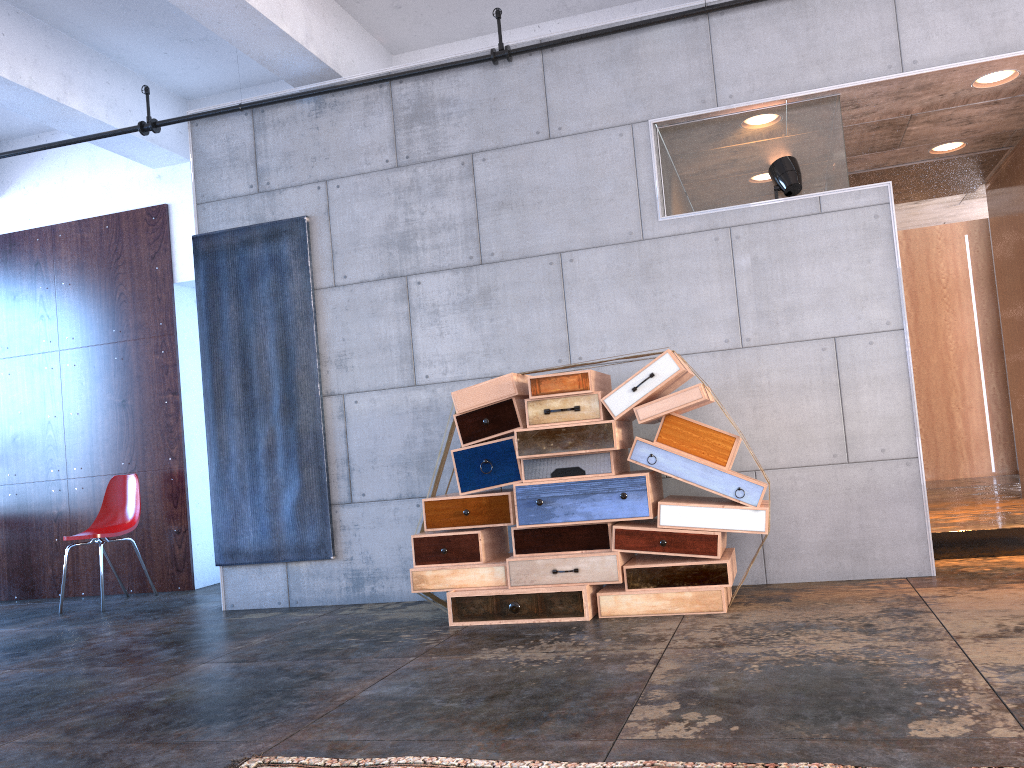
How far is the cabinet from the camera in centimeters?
640cm

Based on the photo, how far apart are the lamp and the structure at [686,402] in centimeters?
124cm

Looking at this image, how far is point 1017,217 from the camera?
6.4m

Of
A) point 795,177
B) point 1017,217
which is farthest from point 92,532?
point 1017,217

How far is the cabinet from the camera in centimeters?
640cm

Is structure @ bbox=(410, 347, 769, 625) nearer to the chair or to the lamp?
the lamp

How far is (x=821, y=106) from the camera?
5.0 meters

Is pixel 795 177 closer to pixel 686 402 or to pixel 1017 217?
pixel 686 402

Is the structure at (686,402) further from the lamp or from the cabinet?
the cabinet

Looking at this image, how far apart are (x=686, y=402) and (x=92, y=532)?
4.9m
